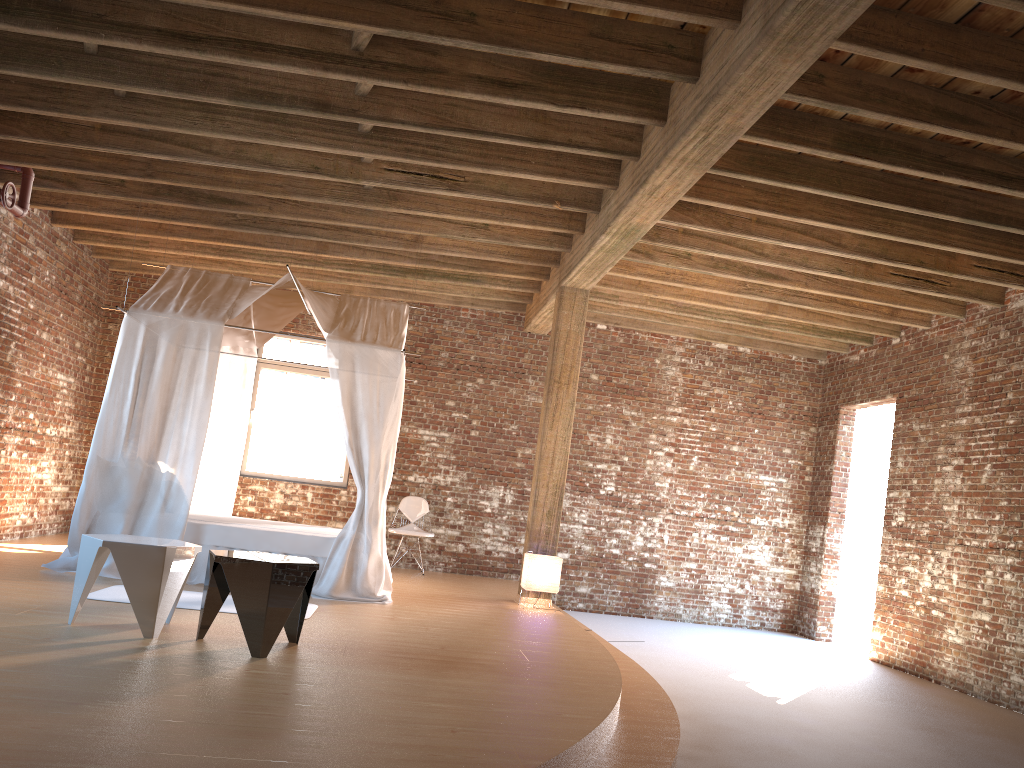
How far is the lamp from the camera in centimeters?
800cm

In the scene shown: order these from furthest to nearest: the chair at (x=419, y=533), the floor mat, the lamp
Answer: the chair at (x=419, y=533)
the lamp
the floor mat

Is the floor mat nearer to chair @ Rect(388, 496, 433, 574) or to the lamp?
the lamp

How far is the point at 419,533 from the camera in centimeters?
1022cm

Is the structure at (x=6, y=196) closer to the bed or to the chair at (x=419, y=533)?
the bed

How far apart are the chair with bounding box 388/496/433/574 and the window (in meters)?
0.78

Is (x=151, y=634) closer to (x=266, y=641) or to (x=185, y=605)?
(x=266, y=641)

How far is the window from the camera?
10.82m

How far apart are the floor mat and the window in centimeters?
444cm

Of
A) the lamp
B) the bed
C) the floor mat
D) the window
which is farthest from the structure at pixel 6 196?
the lamp
